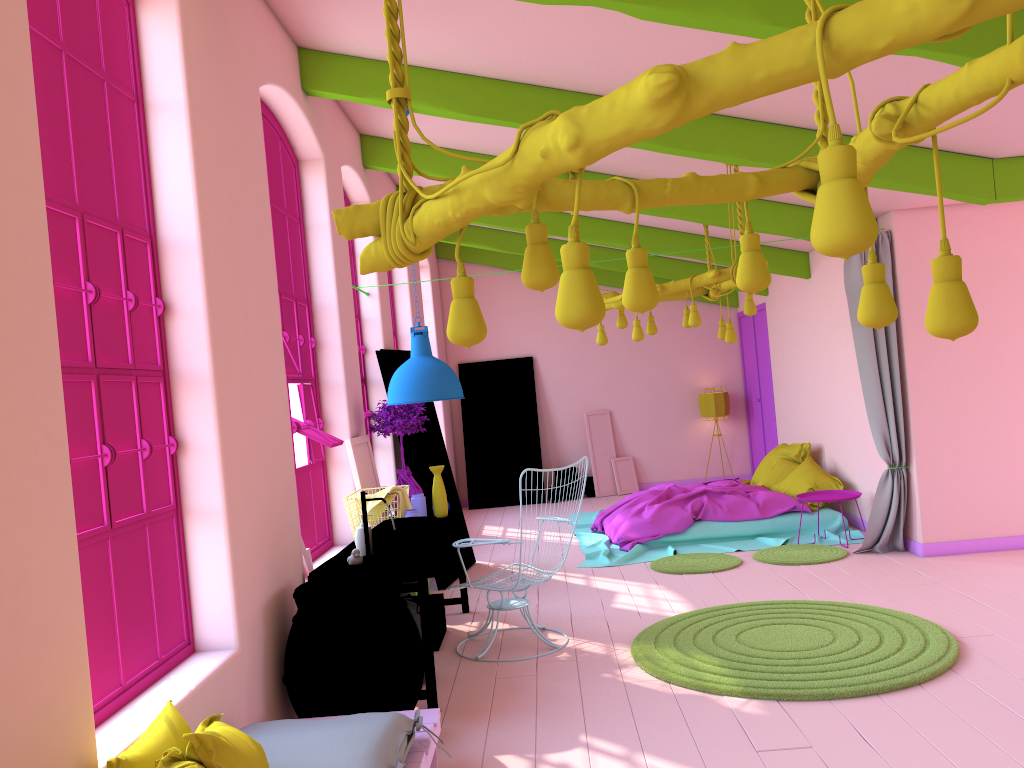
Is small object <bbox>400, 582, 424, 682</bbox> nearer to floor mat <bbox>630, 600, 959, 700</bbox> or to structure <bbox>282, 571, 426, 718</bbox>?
structure <bbox>282, 571, 426, 718</bbox>

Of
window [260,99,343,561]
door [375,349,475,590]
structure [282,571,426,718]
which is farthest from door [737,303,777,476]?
structure [282,571,426,718]

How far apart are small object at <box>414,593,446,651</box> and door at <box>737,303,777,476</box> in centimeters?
694cm

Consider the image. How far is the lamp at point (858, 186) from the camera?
1.4 meters

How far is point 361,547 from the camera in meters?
5.4 m

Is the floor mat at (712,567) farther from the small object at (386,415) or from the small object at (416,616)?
the small object at (416,616)

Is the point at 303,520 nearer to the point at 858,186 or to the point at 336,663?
A: the point at 336,663

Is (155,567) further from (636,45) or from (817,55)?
(636,45)

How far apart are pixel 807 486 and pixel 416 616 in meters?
5.3

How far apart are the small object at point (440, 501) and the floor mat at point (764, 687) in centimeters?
173cm
